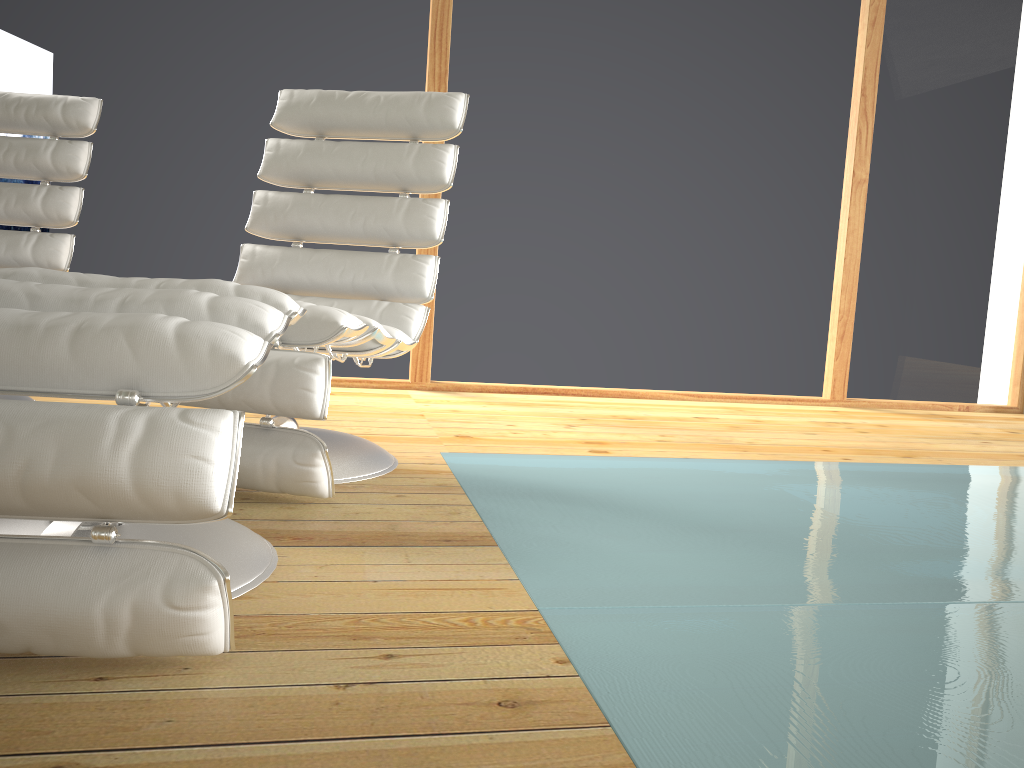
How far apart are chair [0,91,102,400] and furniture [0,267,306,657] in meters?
1.5 m

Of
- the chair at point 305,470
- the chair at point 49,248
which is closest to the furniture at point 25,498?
the chair at point 305,470

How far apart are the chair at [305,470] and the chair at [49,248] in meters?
0.7 m

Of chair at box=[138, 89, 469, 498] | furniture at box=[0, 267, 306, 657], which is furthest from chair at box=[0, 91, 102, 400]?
furniture at box=[0, 267, 306, 657]

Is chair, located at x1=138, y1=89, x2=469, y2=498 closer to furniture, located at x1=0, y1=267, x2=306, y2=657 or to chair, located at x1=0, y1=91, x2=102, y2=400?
furniture, located at x1=0, y1=267, x2=306, y2=657

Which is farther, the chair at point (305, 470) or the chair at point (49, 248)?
the chair at point (49, 248)

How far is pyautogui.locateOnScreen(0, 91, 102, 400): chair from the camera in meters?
2.7

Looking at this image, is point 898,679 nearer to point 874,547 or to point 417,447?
point 874,547

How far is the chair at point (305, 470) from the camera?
1.7 meters

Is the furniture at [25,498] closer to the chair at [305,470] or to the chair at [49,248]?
the chair at [305,470]
